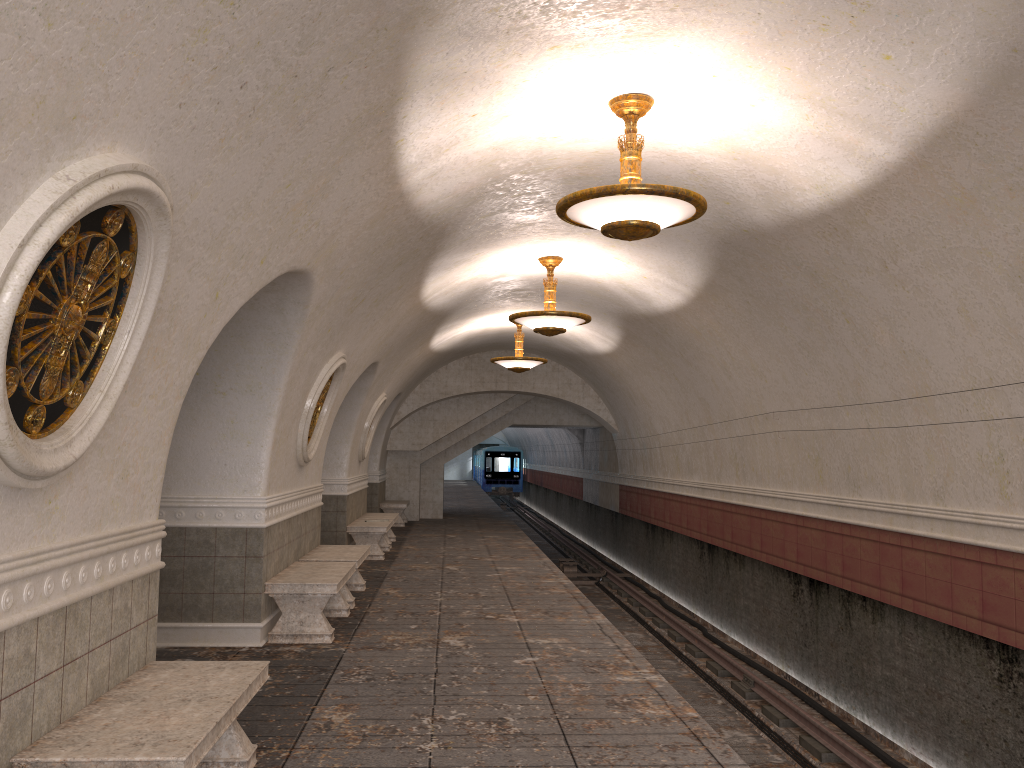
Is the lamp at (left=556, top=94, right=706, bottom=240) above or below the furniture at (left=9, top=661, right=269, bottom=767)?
above

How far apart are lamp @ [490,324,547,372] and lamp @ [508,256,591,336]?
4.3 meters

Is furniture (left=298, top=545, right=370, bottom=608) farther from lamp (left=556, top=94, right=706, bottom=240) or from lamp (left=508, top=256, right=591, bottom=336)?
lamp (left=556, top=94, right=706, bottom=240)

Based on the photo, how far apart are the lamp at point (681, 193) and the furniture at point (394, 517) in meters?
9.9

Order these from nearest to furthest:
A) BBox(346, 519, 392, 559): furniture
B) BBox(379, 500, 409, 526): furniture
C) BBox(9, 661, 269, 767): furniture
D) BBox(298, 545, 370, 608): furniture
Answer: BBox(9, 661, 269, 767): furniture < BBox(298, 545, 370, 608): furniture < BBox(346, 519, 392, 559): furniture < BBox(379, 500, 409, 526): furniture

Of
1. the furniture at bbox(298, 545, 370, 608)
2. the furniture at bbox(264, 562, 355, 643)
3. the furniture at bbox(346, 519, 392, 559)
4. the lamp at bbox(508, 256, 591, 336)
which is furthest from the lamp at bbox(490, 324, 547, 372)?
the furniture at bbox(264, 562, 355, 643)

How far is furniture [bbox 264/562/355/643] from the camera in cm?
746

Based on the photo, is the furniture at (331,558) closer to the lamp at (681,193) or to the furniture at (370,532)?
the furniture at (370,532)

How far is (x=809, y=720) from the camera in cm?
829

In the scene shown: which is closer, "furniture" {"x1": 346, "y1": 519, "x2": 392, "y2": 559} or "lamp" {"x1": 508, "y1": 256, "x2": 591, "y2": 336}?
"lamp" {"x1": 508, "y1": 256, "x2": 591, "y2": 336}
